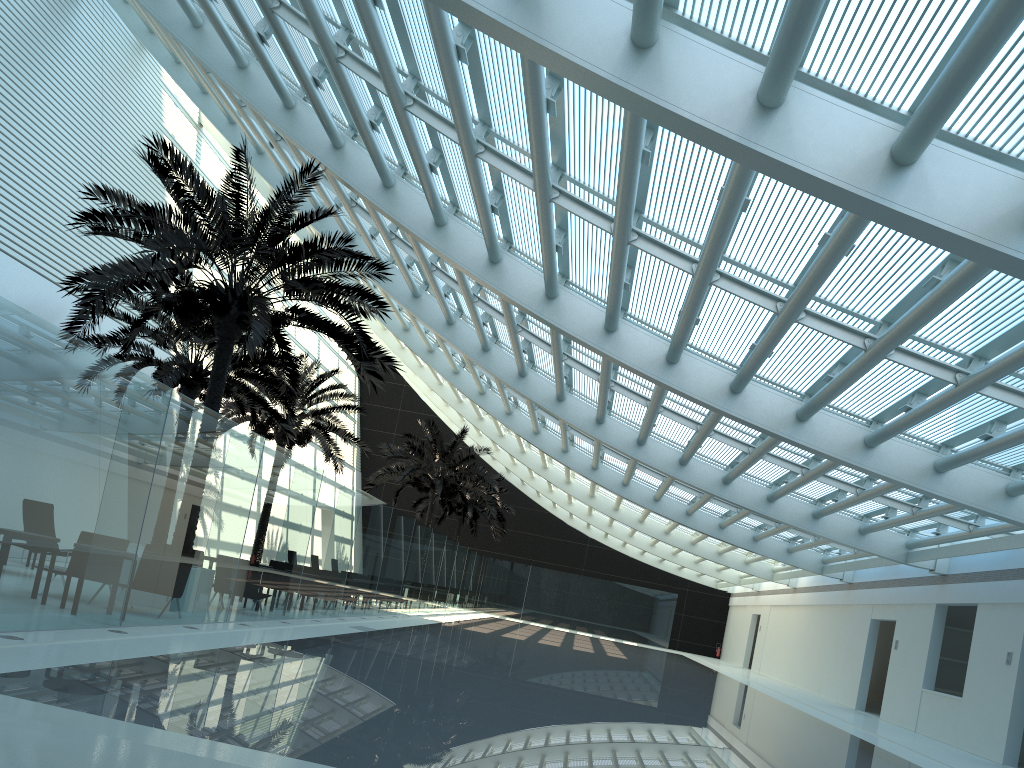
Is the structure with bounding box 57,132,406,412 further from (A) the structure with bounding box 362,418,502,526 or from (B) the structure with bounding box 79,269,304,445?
(A) the structure with bounding box 362,418,502,526

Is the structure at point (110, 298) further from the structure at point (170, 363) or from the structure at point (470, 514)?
the structure at point (470, 514)

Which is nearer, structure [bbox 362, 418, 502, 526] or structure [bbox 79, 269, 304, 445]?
structure [bbox 79, 269, 304, 445]

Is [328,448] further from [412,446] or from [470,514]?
[470,514]

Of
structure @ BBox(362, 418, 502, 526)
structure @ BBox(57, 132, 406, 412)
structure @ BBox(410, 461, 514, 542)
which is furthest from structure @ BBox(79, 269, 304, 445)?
structure @ BBox(410, 461, 514, 542)

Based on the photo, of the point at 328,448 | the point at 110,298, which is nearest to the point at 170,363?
the point at 110,298

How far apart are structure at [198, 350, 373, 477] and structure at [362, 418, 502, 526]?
3.9 meters

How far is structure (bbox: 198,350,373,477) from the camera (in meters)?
24.16

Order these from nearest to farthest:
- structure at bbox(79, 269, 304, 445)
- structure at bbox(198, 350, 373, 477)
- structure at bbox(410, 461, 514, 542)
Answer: structure at bbox(79, 269, 304, 445)
structure at bbox(198, 350, 373, 477)
structure at bbox(410, 461, 514, 542)

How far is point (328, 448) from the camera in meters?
24.2
